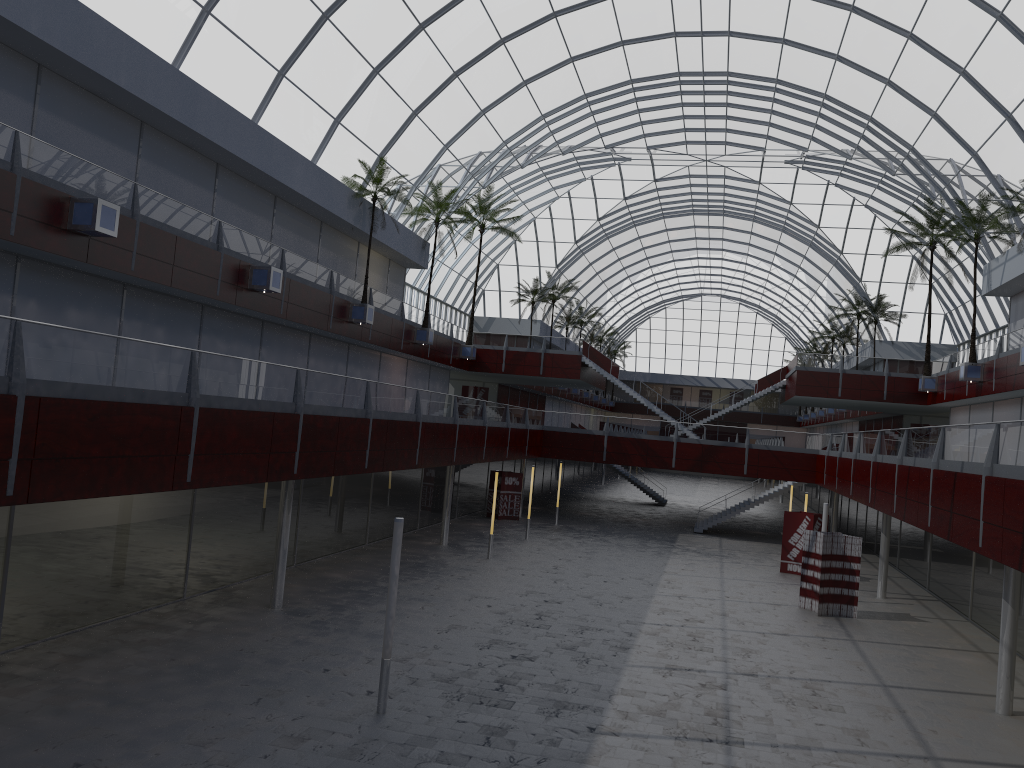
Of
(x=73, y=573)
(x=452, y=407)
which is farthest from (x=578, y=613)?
(x=73, y=573)
